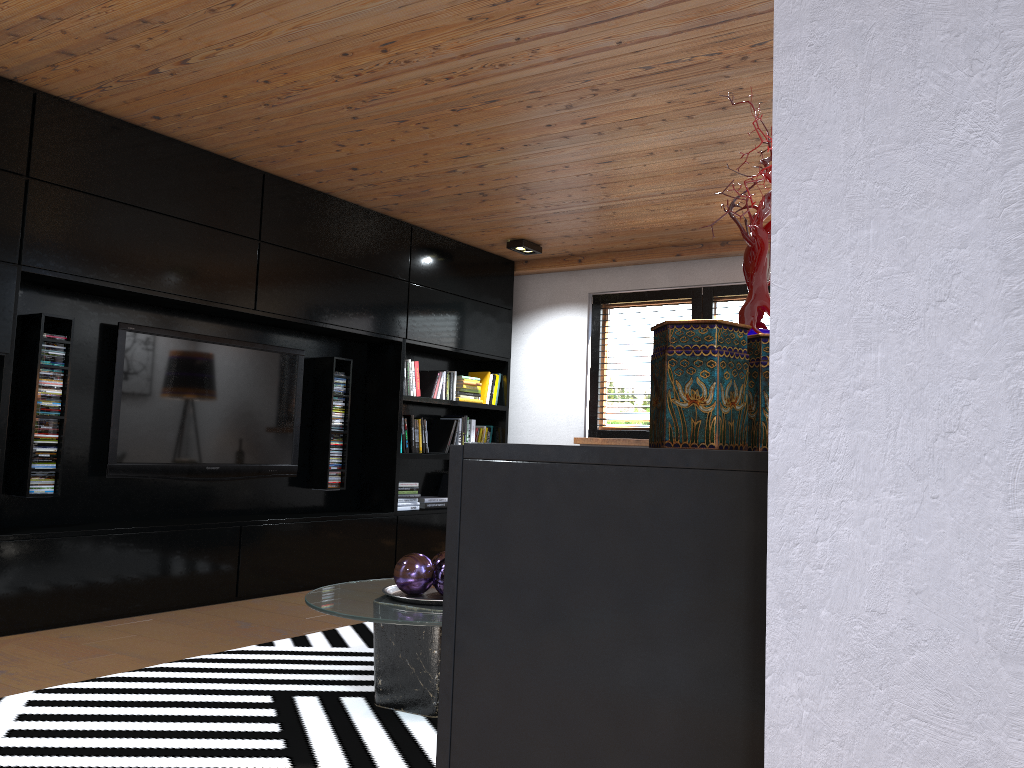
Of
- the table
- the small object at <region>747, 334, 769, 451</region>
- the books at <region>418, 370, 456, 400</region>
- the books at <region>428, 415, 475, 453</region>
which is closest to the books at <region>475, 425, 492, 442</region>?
the books at <region>428, 415, 475, 453</region>

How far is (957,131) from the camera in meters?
0.6

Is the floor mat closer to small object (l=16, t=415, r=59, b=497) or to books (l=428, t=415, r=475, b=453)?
small object (l=16, t=415, r=59, b=497)

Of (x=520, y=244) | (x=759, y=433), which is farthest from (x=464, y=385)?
(x=759, y=433)

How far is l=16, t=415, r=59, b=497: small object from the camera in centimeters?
413cm

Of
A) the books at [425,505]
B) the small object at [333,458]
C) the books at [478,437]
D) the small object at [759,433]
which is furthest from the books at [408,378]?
the small object at [759,433]

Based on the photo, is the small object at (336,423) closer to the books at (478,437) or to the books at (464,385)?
the books at (464,385)

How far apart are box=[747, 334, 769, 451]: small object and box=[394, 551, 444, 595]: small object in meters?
2.1 m

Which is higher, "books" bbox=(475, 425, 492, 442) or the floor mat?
"books" bbox=(475, 425, 492, 442)

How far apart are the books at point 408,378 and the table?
2.9m
